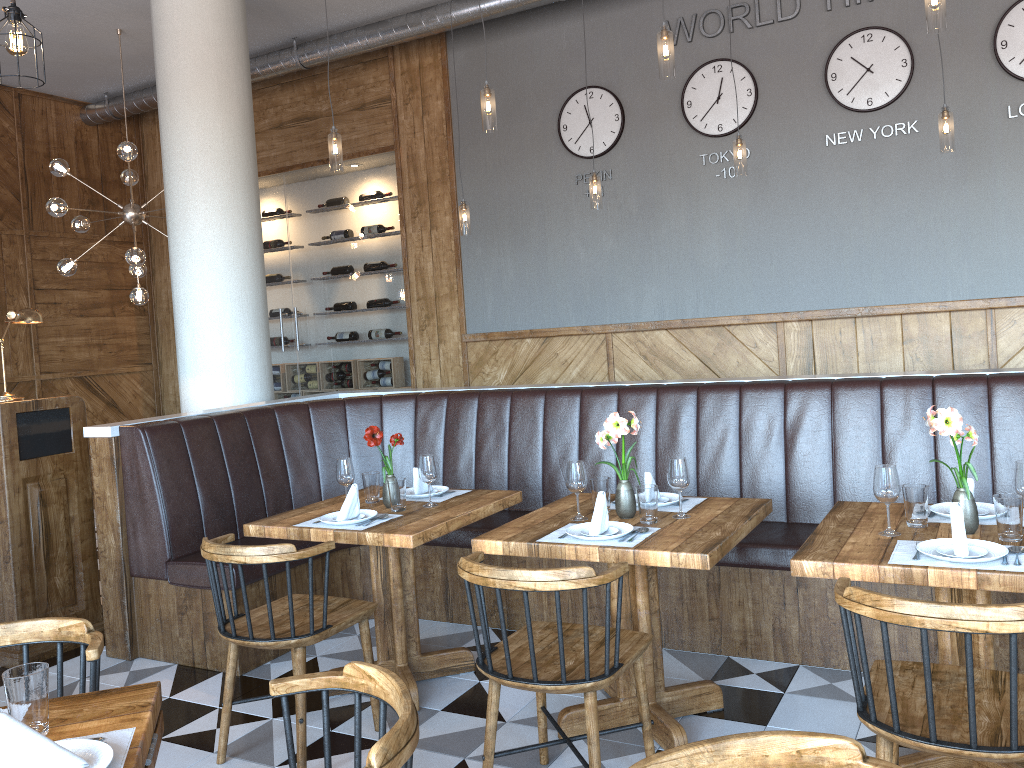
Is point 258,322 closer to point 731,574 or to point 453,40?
point 453,40

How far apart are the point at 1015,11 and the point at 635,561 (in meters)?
4.76

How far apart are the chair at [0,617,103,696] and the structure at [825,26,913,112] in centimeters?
556cm

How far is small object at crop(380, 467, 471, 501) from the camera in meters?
4.0 m

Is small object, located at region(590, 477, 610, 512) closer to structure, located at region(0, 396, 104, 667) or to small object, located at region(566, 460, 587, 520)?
small object, located at region(566, 460, 587, 520)

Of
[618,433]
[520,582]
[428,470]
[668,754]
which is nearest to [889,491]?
[618,433]

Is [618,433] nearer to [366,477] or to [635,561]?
[635,561]

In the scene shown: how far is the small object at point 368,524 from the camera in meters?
3.5

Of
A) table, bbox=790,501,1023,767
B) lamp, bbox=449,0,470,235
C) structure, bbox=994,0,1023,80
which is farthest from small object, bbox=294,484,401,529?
structure, bbox=994,0,1023,80

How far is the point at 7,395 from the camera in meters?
4.5
